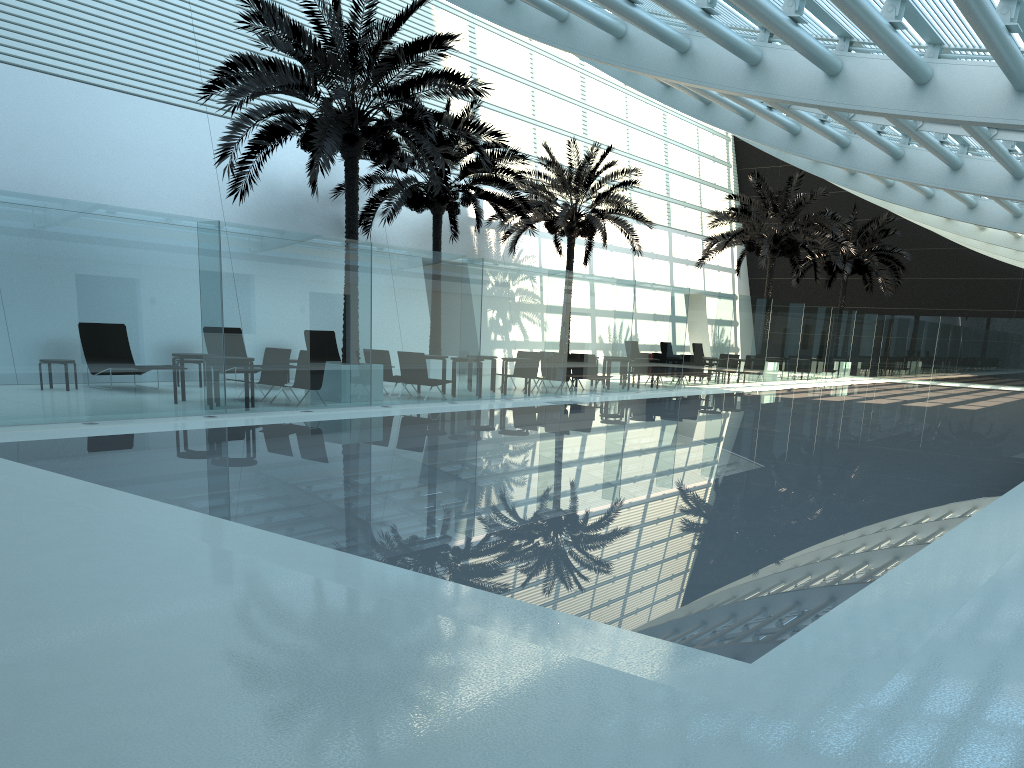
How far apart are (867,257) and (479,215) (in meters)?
21.07

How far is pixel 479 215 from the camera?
20.9 meters

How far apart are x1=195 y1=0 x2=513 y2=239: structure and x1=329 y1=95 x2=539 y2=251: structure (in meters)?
2.00

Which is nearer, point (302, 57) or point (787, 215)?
point (302, 57)

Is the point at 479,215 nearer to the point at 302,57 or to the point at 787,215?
the point at 302,57

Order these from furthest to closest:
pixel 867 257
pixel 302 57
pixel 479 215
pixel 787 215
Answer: pixel 867 257 → pixel 787 215 → pixel 479 215 → pixel 302 57

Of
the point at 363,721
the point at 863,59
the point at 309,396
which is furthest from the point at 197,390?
the point at 363,721

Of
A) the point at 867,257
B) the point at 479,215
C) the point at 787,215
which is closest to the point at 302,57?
the point at 479,215

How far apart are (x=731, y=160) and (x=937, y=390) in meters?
17.1

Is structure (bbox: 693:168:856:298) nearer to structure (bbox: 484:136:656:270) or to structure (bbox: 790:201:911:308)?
structure (bbox: 484:136:656:270)
